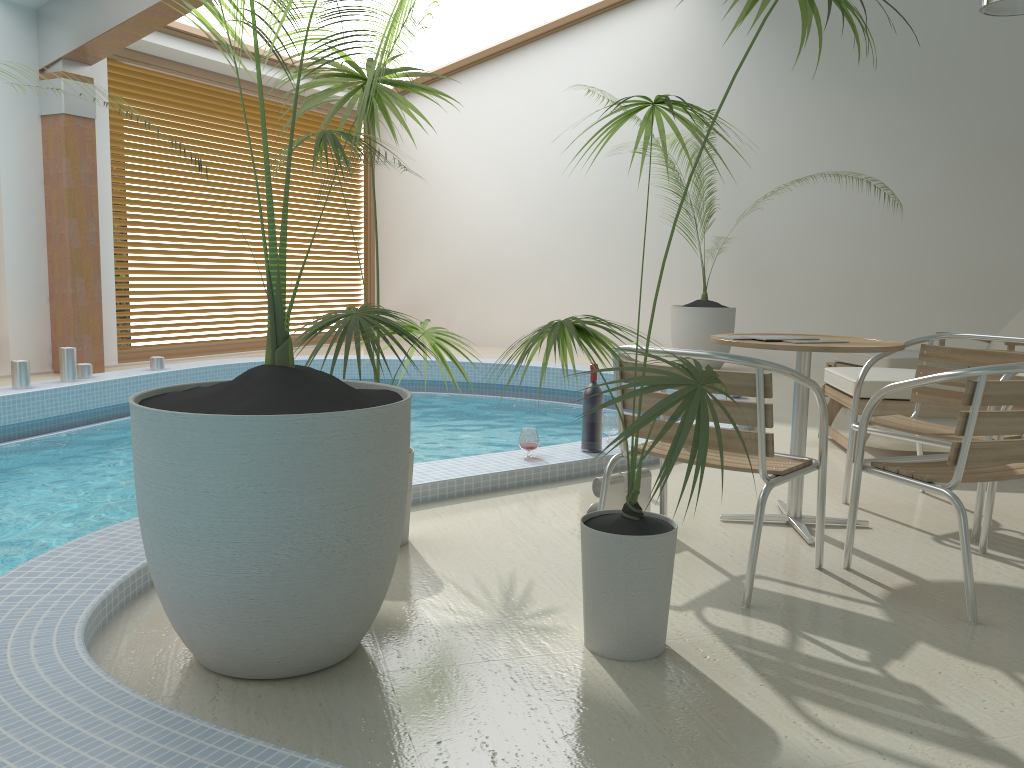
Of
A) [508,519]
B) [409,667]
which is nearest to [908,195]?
[508,519]

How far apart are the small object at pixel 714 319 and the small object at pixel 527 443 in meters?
5.0 m

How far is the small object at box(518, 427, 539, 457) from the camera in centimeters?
418cm

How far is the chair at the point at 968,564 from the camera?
2.5 meters

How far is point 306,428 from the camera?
1.9m

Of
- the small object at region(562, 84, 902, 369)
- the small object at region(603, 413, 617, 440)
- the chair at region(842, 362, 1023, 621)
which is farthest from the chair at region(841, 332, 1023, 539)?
the small object at region(562, 84, 902, 369)

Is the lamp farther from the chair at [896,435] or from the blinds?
the blinds

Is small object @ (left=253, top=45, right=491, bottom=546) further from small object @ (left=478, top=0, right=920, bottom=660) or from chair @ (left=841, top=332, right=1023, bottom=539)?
chair @ (left=841, top=332, right=1023, bottom=539)

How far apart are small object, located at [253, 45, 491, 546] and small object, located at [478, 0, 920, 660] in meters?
0.4

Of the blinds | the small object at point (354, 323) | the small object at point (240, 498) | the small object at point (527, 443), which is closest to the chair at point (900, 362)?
the small object at point (527, 443)
